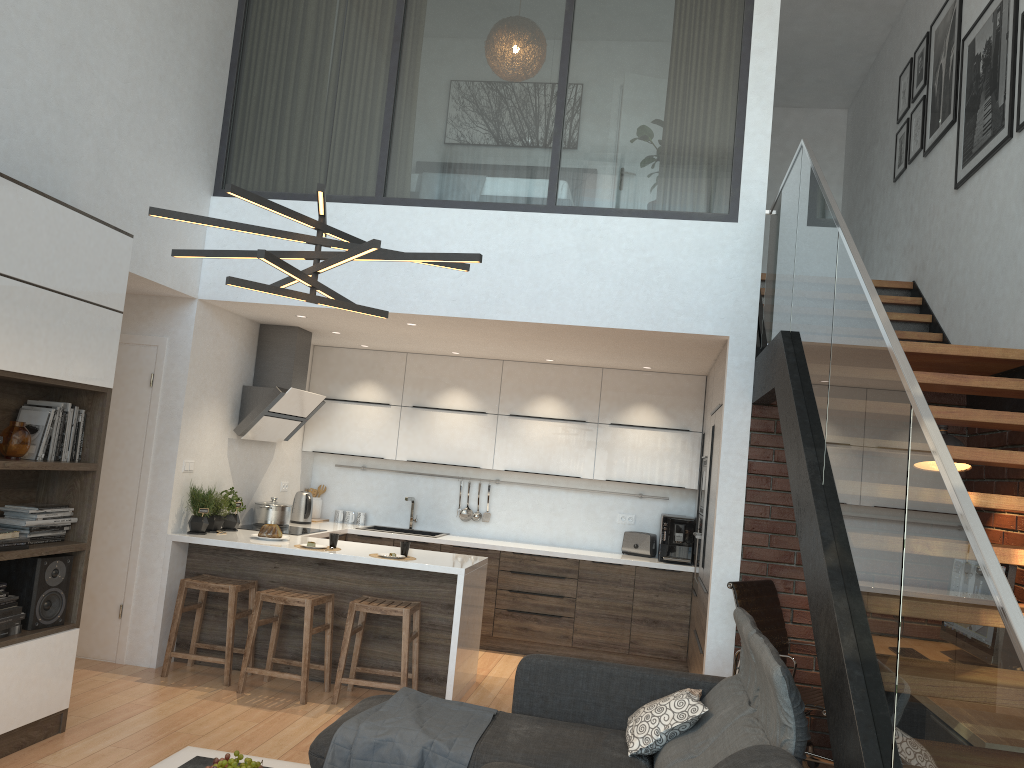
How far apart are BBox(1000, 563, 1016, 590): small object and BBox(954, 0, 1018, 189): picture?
2.3m

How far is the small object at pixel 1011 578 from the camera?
4.0m

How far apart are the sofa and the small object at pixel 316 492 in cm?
413

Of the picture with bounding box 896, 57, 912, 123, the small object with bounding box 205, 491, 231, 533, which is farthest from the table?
the picture with bounding box 896, 57, 912, 123

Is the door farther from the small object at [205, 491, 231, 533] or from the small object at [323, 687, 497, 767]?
the small object at [323, 687, 497, 767]

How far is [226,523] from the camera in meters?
6.3

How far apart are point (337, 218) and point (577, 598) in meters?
3.5 m

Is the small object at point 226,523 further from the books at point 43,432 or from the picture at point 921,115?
the picture at point 921,115

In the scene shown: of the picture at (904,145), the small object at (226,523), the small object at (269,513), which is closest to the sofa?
the small object at (226,523)

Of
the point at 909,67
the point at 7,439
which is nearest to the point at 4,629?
the point at 7,439
